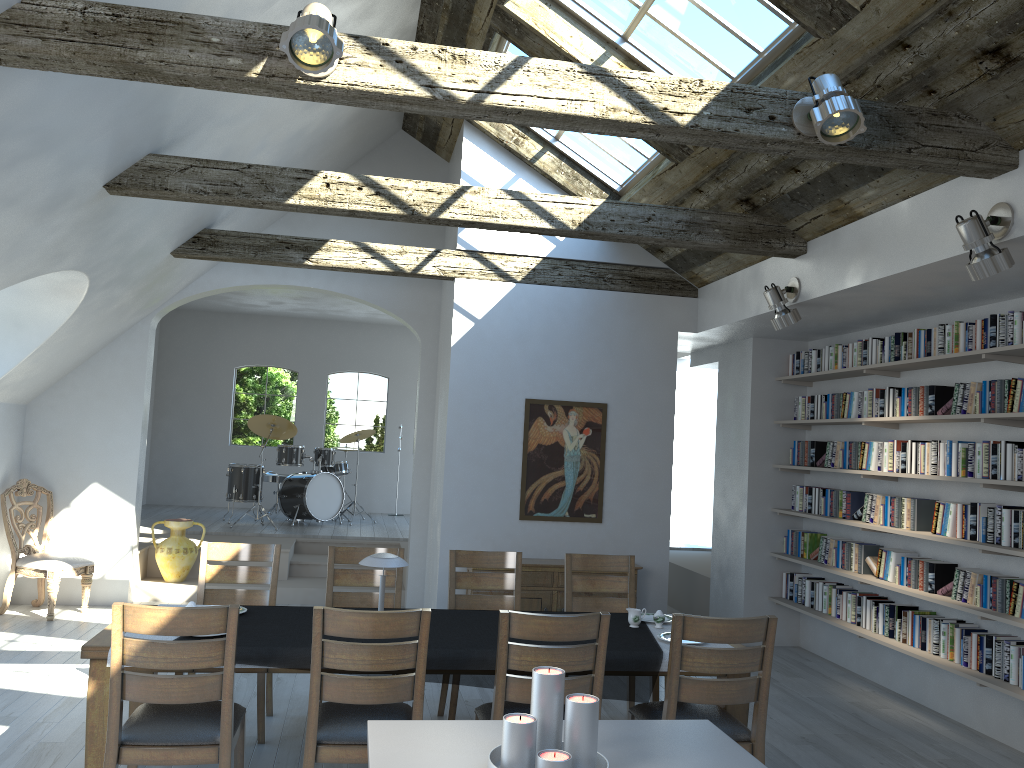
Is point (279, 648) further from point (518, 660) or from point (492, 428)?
point (492, 428)

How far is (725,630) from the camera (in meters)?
3.74

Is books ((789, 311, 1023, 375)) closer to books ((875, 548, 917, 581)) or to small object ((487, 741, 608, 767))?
books ((875, 548, 917, 581))

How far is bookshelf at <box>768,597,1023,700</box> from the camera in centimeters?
512cm

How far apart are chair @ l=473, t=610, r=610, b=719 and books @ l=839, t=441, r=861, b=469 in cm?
401

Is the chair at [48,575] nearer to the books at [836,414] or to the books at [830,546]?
the books at [830,546]

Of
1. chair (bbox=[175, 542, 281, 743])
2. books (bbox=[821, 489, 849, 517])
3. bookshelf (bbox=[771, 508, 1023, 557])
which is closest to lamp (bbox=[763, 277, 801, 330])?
bookshelf (bbox=[771, 508, 1023, 557])

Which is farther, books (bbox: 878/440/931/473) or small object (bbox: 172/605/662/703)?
books (bbox: 878/440/931/473)

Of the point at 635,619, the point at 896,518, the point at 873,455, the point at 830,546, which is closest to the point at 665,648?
the point at 635,619

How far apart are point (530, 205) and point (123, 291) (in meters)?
3.67
